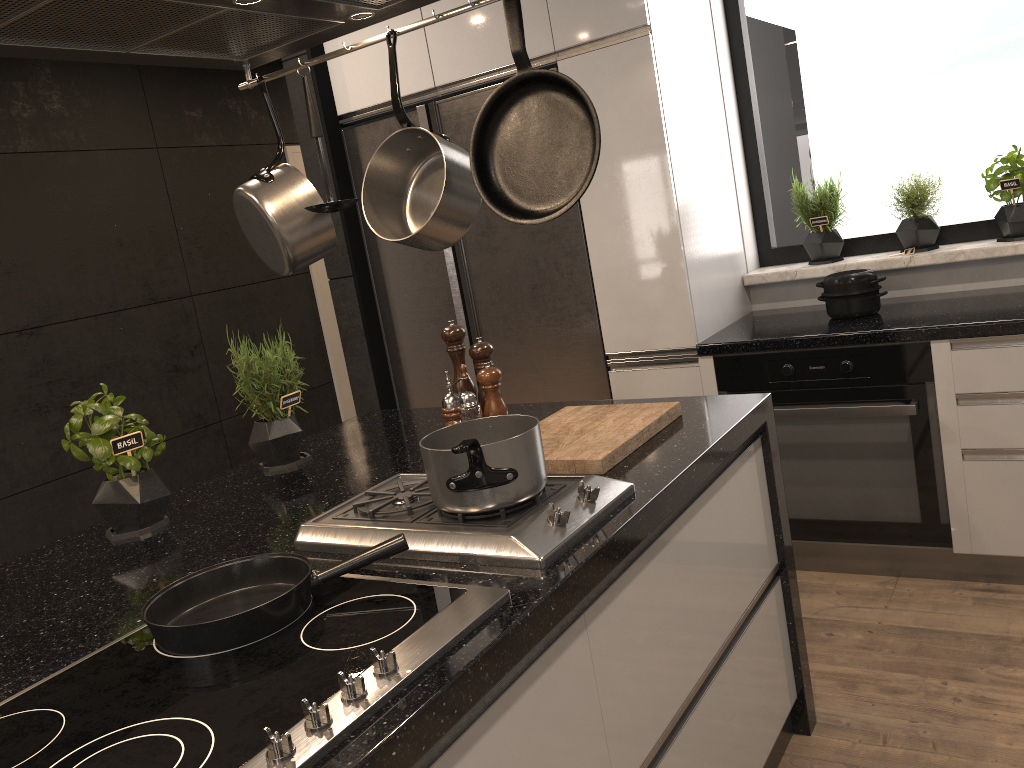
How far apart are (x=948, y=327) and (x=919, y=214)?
0.7m

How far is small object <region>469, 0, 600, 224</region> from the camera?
1.37m

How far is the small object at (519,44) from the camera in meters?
1.4

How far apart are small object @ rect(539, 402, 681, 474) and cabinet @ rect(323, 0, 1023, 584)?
1.0m

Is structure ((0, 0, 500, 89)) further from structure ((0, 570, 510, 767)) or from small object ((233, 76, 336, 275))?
structure ((0, 570, 510, 767))

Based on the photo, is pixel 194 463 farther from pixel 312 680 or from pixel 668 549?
pixel 312 680

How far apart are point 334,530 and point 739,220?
2.4m

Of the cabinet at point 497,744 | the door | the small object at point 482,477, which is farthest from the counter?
the door

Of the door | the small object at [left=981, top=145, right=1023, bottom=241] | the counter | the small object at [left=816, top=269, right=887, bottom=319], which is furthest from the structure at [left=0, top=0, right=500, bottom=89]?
Answer: the door

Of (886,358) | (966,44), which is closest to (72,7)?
(886,358)
